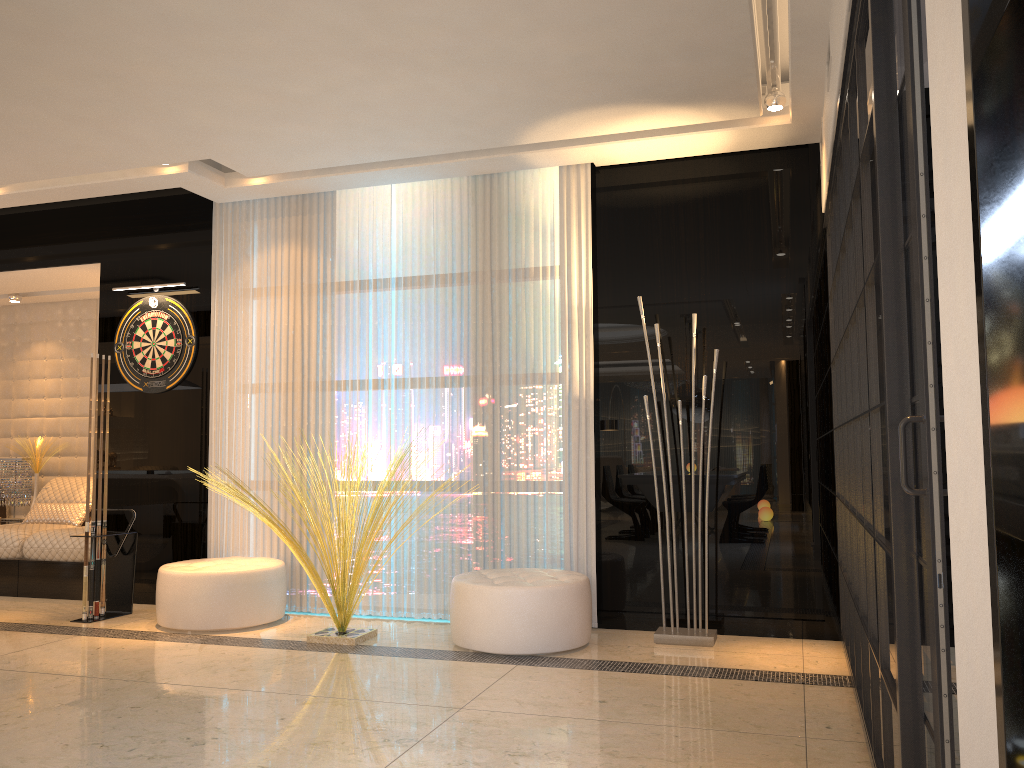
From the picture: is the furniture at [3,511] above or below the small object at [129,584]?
above

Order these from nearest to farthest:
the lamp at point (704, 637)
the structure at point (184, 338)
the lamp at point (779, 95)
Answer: the lamp at point (779, 95), the lamp at point (704, 637), the structure at point (184, 338)

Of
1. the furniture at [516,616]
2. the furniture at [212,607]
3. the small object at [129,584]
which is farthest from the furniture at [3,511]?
the furniture at [516,616]

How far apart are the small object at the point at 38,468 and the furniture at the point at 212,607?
2.9m

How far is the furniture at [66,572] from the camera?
6.10m

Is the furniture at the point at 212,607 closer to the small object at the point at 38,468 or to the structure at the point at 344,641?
the structure at the point at 344,641

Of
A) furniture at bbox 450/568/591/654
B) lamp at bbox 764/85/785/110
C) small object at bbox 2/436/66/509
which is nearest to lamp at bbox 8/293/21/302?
small object at bbox 2/436/66/509

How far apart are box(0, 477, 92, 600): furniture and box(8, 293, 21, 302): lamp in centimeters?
155cm

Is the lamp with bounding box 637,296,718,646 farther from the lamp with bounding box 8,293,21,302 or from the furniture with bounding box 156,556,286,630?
the lamp with bounding box 8,293,21,302

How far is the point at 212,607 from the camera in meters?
4.9 m
